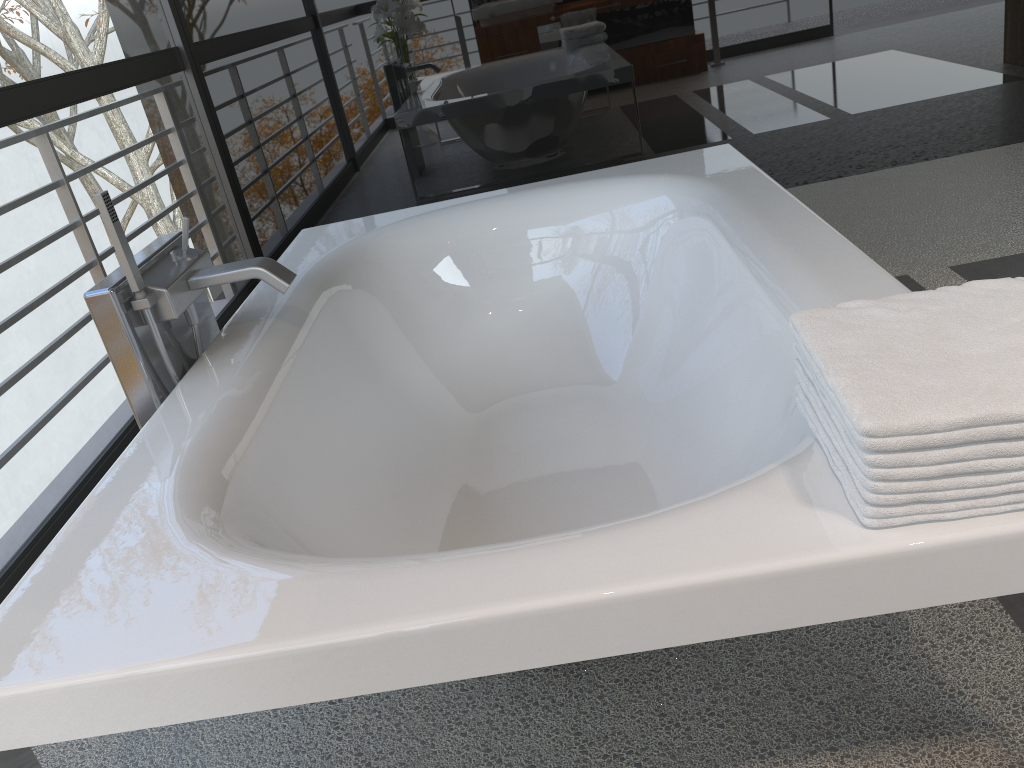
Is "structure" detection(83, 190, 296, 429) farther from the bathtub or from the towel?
the towel

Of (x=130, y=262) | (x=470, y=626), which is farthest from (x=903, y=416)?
(x=130, y=262)

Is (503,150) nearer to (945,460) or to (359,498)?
(359,498)

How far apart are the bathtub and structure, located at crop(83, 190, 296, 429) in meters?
0.0 m

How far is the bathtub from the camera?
0.93m

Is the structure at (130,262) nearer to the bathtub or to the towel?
the bathtub

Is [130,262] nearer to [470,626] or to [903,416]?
[470,626]

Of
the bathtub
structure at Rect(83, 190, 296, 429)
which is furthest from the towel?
structure at Rect(83, 190, 296, 429)

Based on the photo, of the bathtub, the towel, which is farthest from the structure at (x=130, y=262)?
the towel

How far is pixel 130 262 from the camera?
1.7m
